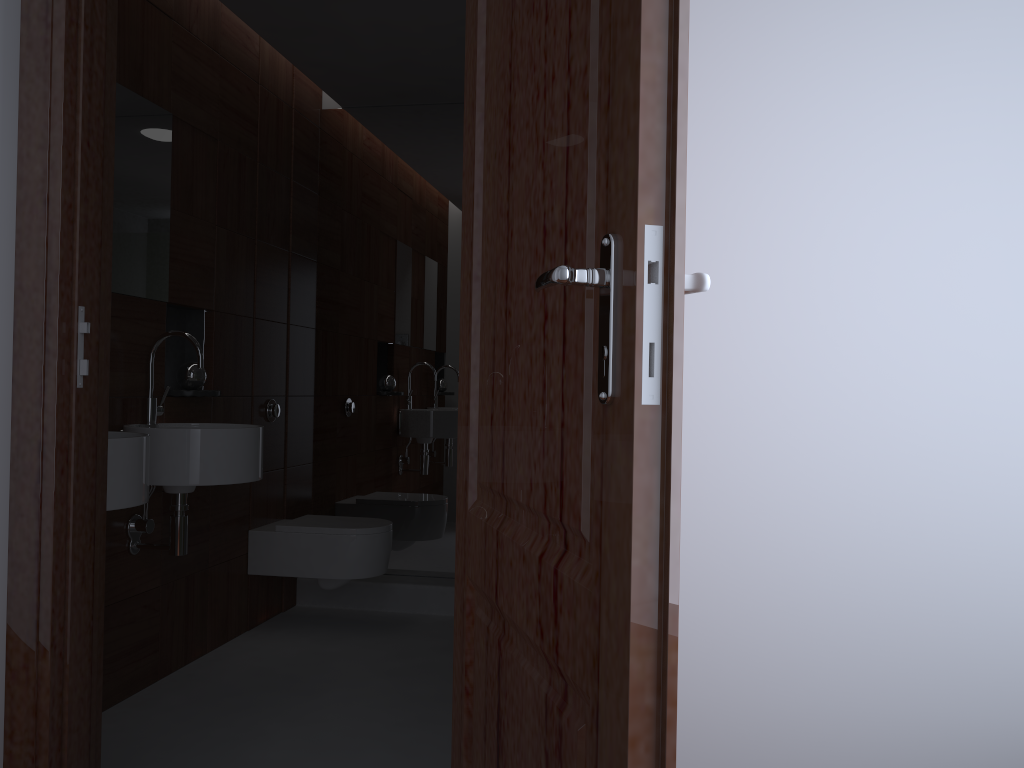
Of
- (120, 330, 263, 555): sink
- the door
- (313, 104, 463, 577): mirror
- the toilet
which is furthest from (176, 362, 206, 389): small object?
the door

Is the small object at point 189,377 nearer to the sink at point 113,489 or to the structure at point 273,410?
the structure at point 273,410

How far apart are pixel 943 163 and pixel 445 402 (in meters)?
3.00

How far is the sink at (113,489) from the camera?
2.06m

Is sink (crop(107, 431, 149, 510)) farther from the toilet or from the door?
the toilet

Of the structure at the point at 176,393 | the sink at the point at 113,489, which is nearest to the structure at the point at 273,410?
the structure at the point at 176,393

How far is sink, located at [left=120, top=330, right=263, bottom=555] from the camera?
2.57m

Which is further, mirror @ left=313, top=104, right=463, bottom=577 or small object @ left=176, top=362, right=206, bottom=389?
mirror @ left=313, top=104, right=463, bottom=577

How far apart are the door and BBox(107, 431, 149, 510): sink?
1.1m

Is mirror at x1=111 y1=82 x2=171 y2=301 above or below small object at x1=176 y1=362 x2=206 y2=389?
above
